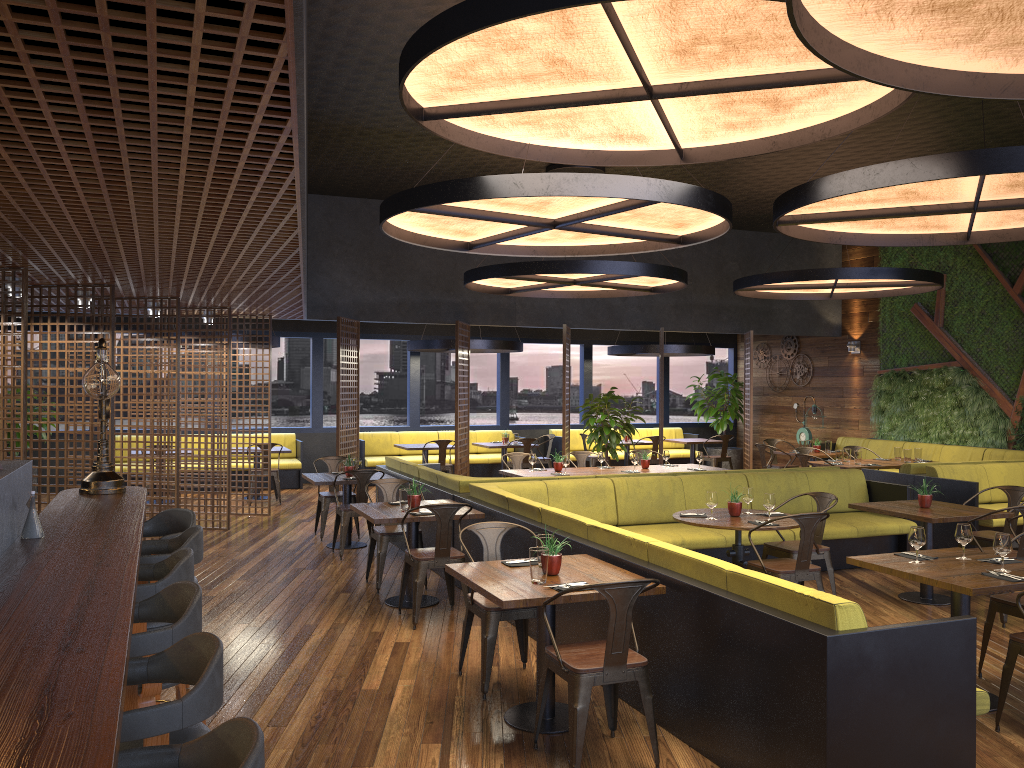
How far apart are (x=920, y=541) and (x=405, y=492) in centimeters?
372cm

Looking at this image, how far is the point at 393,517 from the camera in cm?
677

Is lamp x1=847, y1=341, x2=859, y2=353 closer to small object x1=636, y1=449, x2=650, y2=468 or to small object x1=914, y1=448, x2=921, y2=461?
small object x1=914, y1=448, x2=921, y2=461

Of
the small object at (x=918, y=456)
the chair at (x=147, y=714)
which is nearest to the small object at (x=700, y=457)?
the small object at (x=918, y=456)

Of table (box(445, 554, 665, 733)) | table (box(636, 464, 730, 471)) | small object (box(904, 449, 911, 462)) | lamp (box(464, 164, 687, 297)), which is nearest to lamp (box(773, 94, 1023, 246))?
lamp (box(464, 164, 687, 297))

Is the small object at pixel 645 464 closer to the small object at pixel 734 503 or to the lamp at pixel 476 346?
the small object at pixel 734 503

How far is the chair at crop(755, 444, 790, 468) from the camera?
13.29m

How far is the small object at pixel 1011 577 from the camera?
4.7 meters

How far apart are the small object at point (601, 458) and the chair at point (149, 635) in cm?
780

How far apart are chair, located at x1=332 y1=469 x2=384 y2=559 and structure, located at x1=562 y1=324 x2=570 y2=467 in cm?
480
